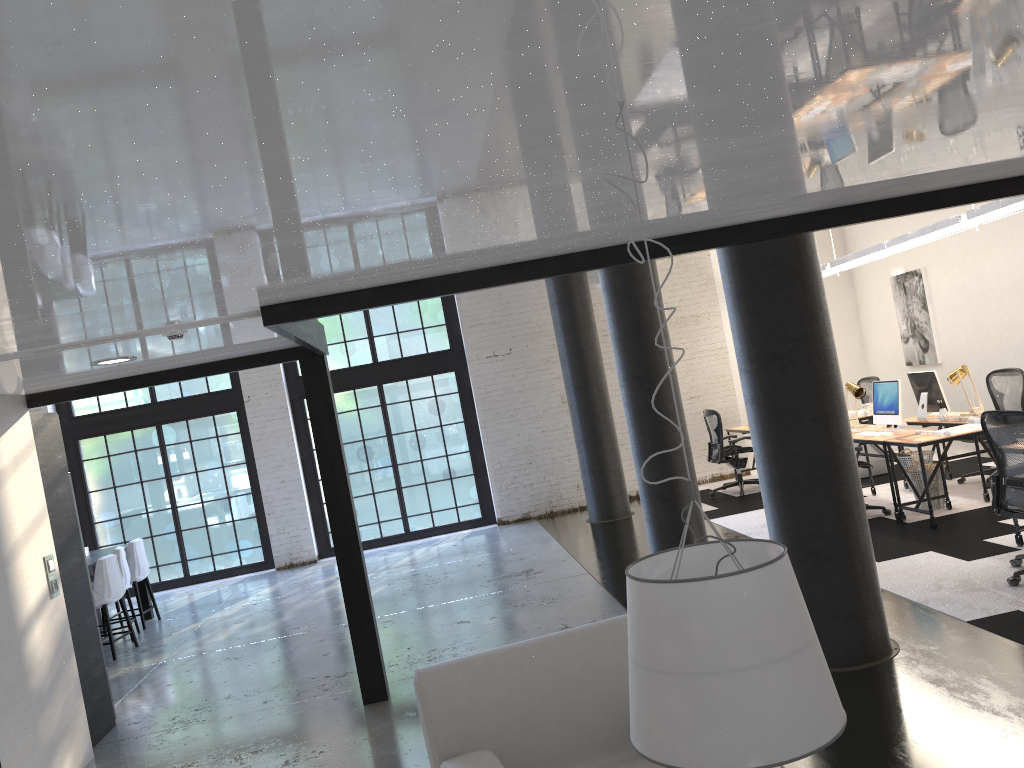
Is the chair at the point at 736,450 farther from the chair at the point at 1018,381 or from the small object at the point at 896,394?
the chair at the point at 1018,381

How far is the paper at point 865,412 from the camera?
10.03m

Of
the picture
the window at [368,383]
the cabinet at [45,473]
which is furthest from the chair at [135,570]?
the picture

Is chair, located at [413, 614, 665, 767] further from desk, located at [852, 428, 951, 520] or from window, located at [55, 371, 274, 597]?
window, located at [55, 371, 274, 597]

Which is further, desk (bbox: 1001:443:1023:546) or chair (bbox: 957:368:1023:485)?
chair (bbox: 957:368:1023:485)

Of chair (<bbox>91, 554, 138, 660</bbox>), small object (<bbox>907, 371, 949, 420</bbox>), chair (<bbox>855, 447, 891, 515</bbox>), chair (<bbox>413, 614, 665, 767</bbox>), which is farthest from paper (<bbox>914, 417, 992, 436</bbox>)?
chair (<bbox>91, 554, 138, 660</bbox>)

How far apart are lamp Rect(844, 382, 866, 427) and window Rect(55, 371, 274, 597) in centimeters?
762cm

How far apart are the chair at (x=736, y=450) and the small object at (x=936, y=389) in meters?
2.4

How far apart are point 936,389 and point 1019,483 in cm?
333

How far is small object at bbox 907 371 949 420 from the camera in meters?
8.6 m
